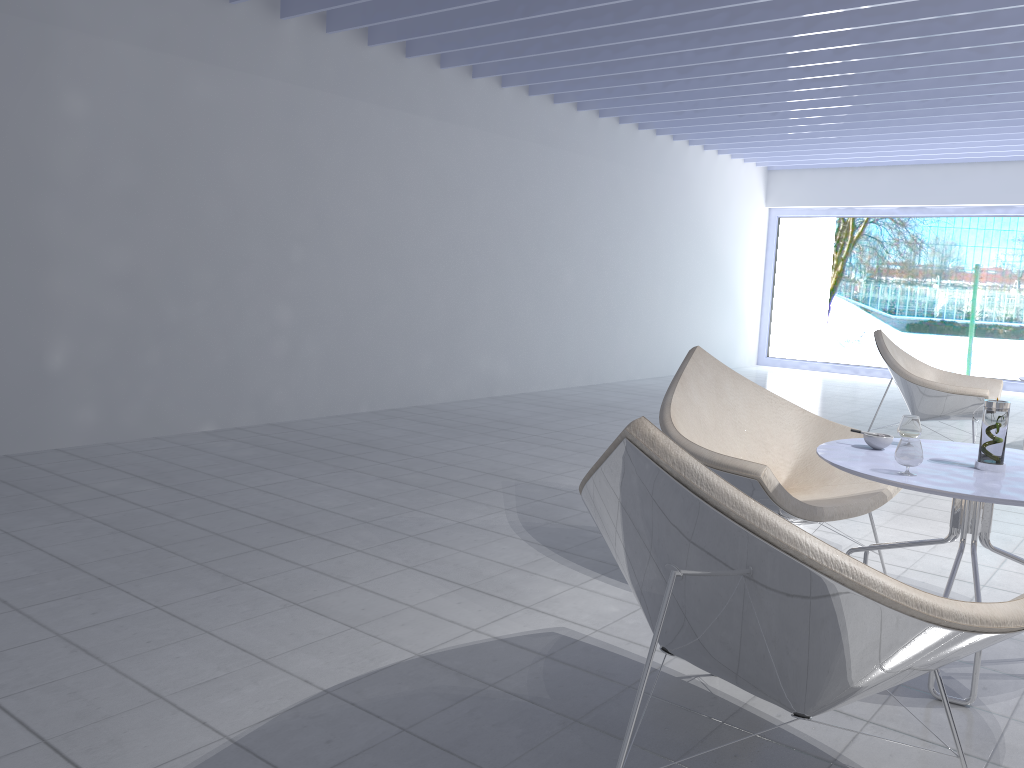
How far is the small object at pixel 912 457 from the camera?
2.2m

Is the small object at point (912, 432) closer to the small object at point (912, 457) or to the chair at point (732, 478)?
the chair at point (732, 478)

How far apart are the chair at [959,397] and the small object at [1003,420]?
3.1m

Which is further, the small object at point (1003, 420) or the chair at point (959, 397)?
the chair at point (959, 397)

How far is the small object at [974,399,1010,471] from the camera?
2.3 meters

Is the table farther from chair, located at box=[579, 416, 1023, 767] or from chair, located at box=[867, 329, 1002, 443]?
chair, located at box=[867, 329, 1002, 443]

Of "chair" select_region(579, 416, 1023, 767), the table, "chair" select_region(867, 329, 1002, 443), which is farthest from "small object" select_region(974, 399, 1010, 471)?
"chair" select_region(867, 329, 1002, 443)

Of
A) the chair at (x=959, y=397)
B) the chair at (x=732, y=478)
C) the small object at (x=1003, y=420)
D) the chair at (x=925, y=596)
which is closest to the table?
the small object at (x=1003, y=420)

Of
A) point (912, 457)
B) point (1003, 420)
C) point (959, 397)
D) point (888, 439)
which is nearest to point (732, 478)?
point (888, 439)

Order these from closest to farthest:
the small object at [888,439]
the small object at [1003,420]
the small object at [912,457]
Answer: the small object at [912,457] → the small object at [1003,420] → the small object at [888,439]
